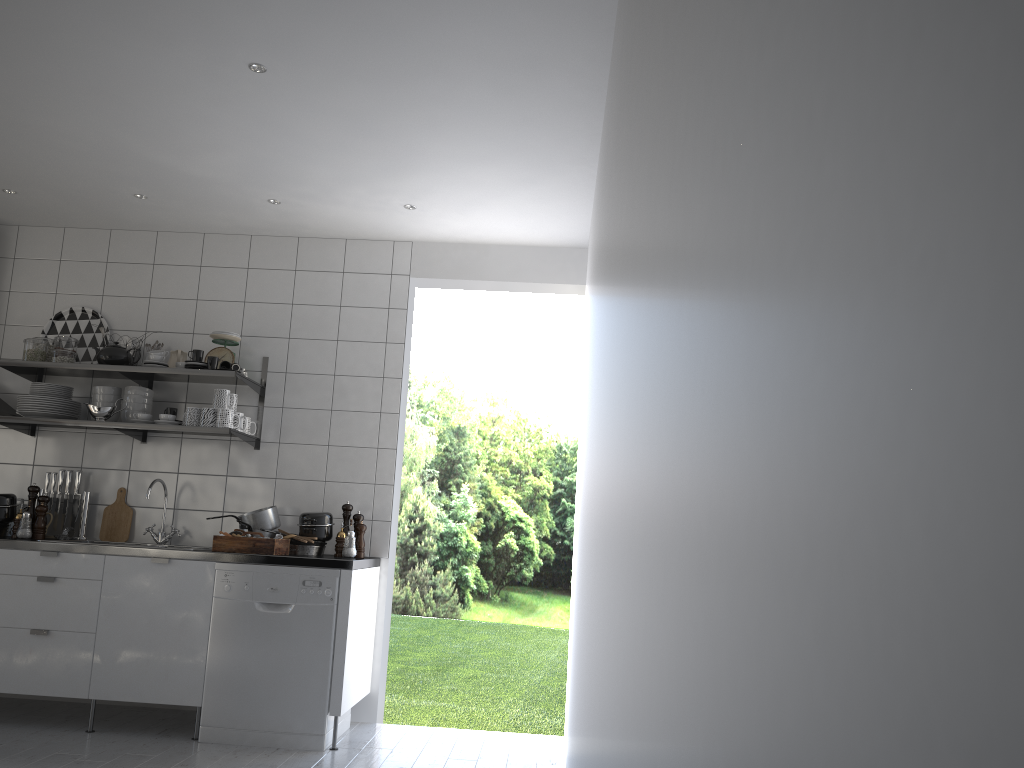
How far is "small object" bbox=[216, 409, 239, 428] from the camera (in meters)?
4.41

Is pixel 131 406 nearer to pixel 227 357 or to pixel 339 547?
pixel 227 357

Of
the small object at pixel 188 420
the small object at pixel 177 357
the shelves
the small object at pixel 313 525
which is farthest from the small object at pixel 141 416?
the small object at pixel 313 525

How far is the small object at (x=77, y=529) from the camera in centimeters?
468cm

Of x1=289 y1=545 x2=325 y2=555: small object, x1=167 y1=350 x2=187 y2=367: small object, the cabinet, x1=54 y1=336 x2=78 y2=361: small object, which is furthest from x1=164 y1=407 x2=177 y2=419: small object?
x1=289 y1=545 x2=325 y2=555: small object

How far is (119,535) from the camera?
4.69m

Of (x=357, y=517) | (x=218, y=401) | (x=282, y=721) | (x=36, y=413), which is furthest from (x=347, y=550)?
(x=36, y=413)

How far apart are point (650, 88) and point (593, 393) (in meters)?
1.69

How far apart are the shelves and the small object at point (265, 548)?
0.5 meters

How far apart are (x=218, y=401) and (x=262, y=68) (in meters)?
1.84
